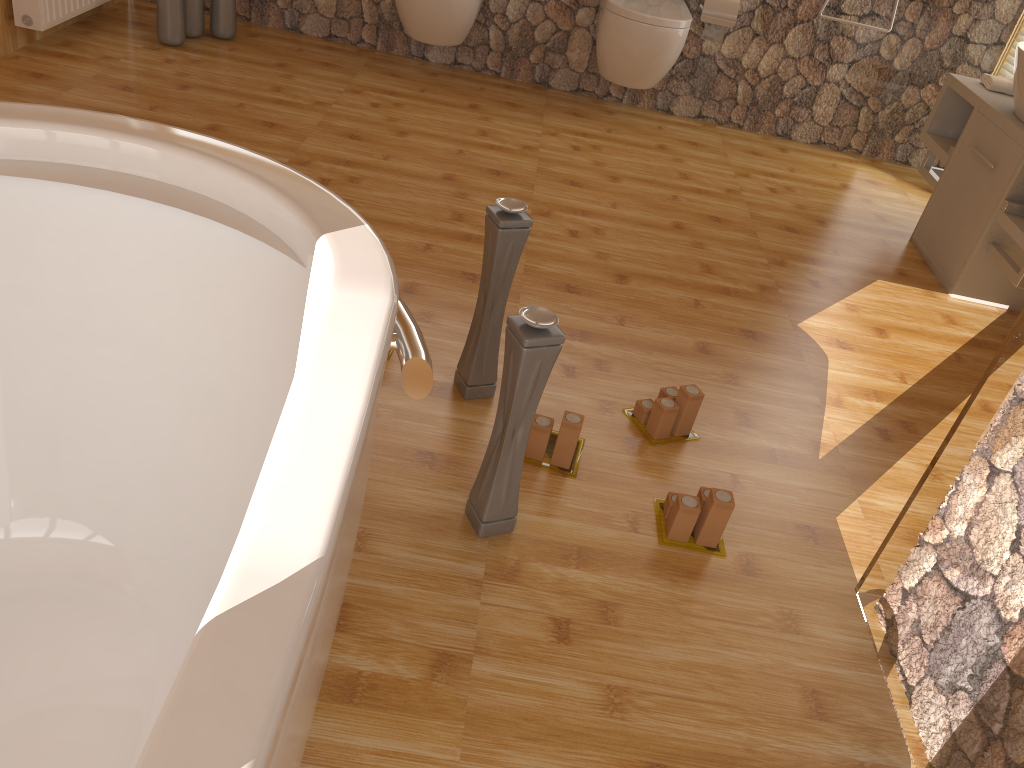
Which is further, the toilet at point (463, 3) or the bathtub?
the toilet at point (463, 3)

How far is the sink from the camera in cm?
293

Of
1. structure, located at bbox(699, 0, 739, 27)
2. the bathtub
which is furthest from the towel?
the bathtub

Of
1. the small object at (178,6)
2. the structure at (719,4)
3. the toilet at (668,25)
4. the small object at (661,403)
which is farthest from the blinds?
the small object at (178,6)

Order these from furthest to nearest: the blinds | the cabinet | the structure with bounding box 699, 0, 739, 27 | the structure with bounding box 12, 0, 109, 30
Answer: the blinds → the structure with bounding box 699, 0, 739, 27 → the structure with bounding box 12, 0, 109, 30 → the cabinet

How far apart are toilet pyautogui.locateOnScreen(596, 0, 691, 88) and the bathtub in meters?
2.7

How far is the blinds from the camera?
4.0 meters

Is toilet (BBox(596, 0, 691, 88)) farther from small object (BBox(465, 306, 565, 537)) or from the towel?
small object (BBox(465, 306, 565, 537))

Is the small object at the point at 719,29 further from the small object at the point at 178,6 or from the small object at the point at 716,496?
the small object at the point at 716,496

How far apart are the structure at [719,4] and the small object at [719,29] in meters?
0.0
